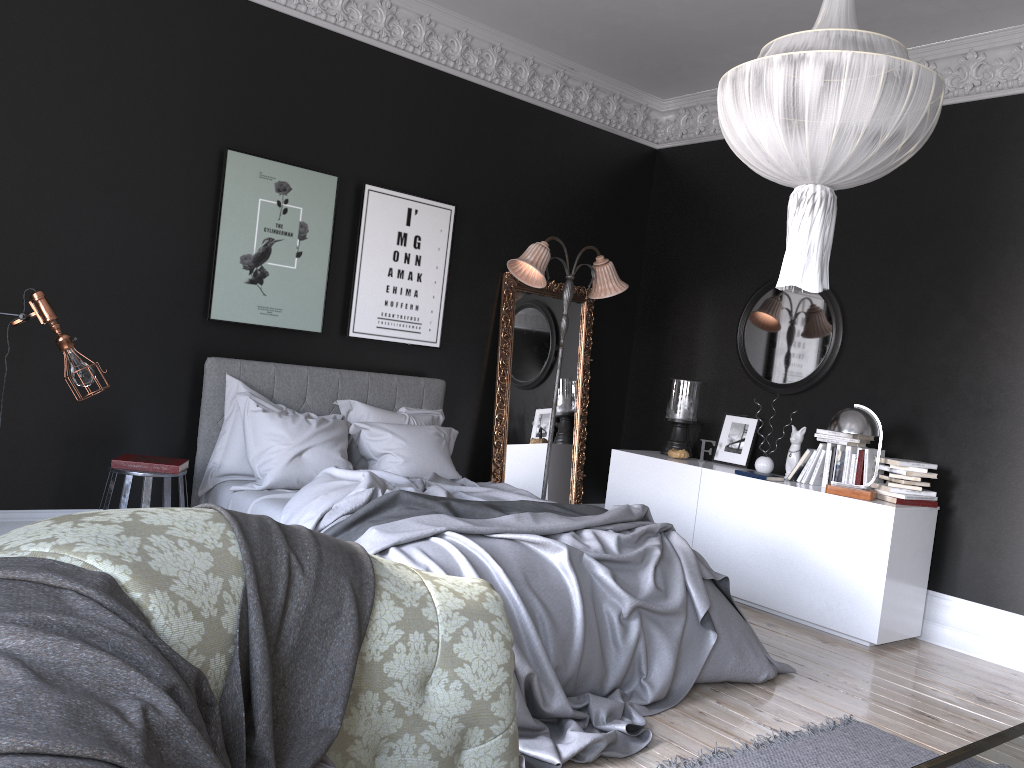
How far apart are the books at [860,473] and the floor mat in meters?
2.1

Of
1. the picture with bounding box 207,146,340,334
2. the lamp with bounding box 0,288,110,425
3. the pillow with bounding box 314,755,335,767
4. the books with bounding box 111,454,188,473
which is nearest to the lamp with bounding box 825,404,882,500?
the picture with bounding box 207,146,340,334

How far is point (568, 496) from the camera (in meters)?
7.41

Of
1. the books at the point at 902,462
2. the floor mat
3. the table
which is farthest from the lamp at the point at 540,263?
the table

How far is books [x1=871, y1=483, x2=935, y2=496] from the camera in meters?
5.6

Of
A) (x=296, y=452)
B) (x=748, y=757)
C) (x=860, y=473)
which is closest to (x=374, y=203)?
(x=296, y=452)

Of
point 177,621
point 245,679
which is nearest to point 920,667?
point 245,679

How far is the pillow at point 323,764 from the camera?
1.5m

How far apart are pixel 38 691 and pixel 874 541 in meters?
5.3

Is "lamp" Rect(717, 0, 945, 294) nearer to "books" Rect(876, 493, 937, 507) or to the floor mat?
the floor mat
